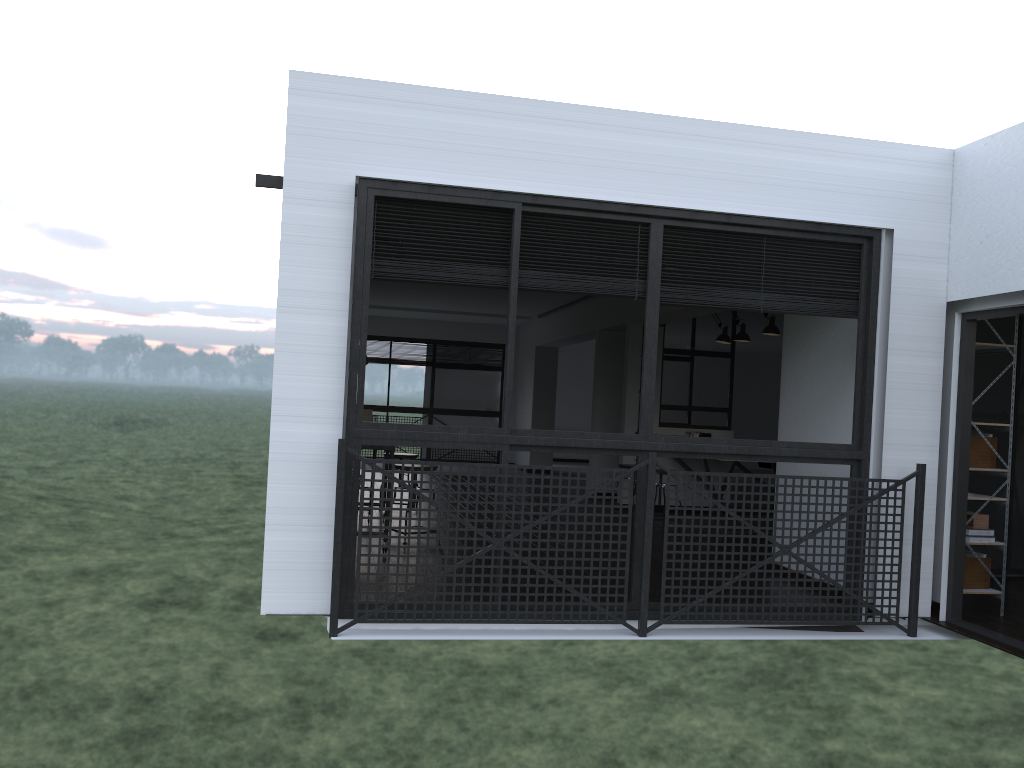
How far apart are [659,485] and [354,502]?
4.4 meters

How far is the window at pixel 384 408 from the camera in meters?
14.5

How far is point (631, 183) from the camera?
4.4 meters

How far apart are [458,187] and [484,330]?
10.5m

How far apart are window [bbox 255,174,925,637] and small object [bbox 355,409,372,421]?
3.5 meters

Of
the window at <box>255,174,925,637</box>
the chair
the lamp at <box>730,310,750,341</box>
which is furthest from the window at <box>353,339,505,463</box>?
the window at <box>255,174,925,637</box>

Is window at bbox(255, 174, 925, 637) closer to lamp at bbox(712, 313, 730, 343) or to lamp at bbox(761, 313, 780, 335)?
lamp at bbox(761, 313, 780, 335)

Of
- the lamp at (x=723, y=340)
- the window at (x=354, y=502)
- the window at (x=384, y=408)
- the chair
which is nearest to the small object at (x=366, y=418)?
the chair

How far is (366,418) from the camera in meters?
7.6 m

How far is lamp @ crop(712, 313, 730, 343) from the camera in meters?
8.9
